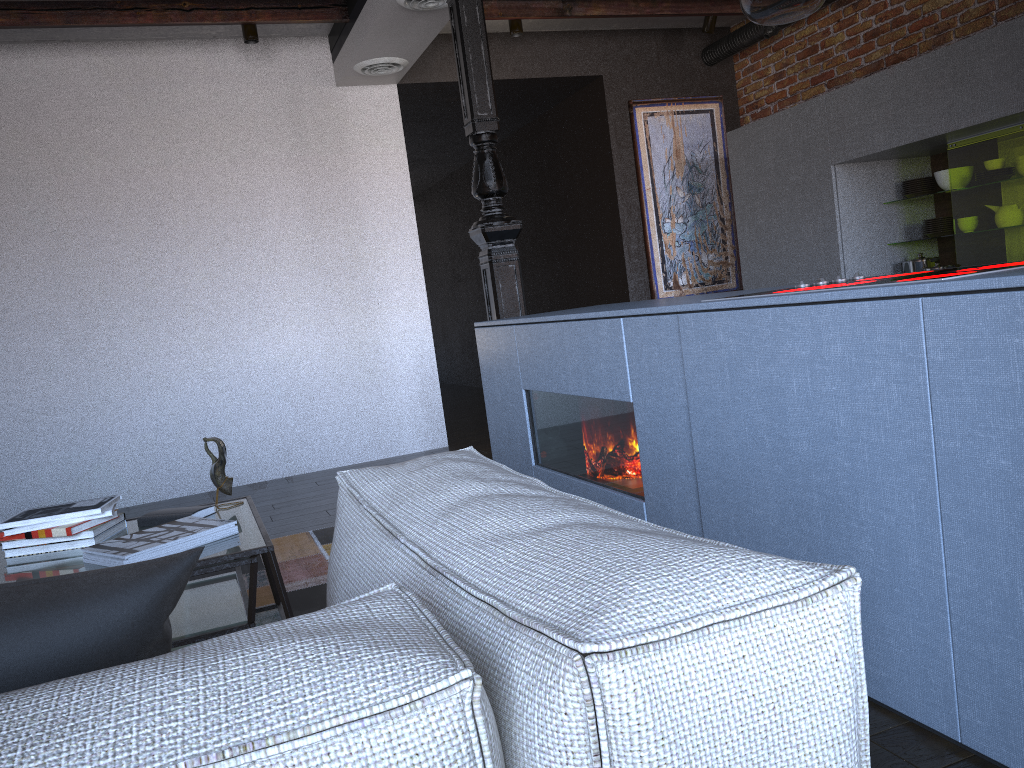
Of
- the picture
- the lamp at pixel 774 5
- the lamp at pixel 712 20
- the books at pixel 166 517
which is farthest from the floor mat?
the lamp at pixel 712 20

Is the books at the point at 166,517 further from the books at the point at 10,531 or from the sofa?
the sofa

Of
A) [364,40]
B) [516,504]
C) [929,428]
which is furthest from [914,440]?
[364,40]

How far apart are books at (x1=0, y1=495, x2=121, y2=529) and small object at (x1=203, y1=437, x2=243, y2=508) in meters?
0.3 m

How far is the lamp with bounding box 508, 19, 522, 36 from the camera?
5.4 meters

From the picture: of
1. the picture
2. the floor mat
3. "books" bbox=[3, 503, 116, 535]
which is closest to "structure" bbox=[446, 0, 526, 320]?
the floor mat

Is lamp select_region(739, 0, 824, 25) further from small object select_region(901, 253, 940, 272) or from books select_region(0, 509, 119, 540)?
small object select_region(901, 253, 940, 272)

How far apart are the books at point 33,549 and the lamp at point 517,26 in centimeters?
400cm

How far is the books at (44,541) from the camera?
2.38m

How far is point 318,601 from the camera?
2.94m
